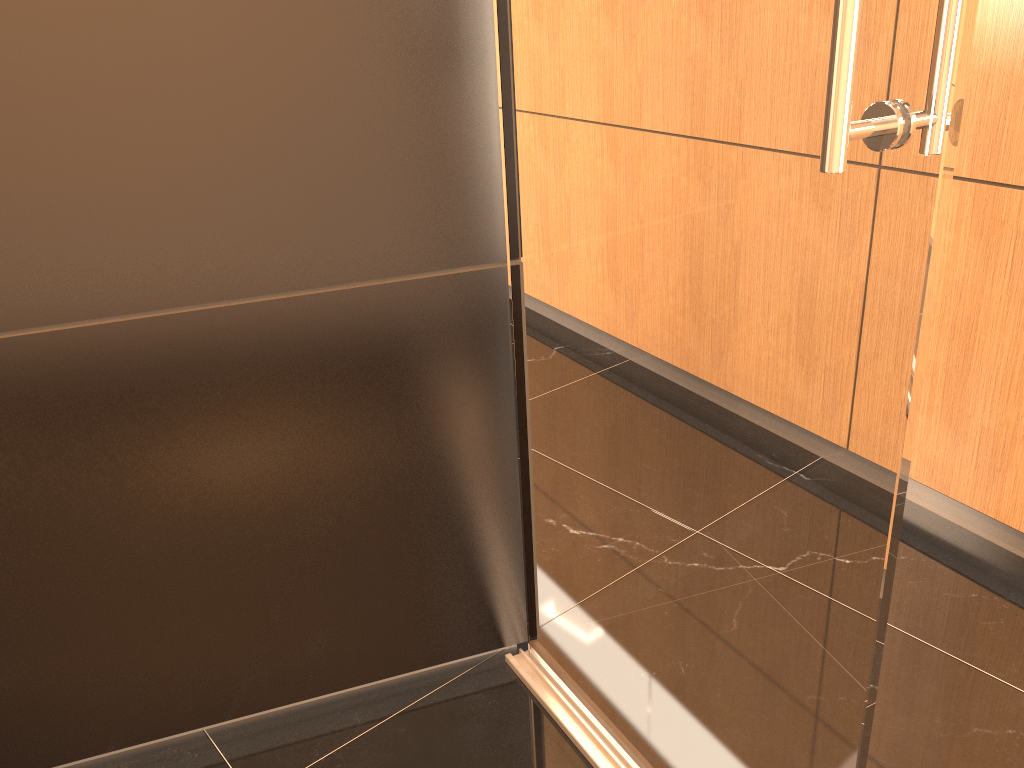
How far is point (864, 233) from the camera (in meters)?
0.92

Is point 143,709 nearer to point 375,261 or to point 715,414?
point 375,261

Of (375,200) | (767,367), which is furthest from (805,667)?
(375,200)

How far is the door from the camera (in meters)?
0.92

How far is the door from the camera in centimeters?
92cm
